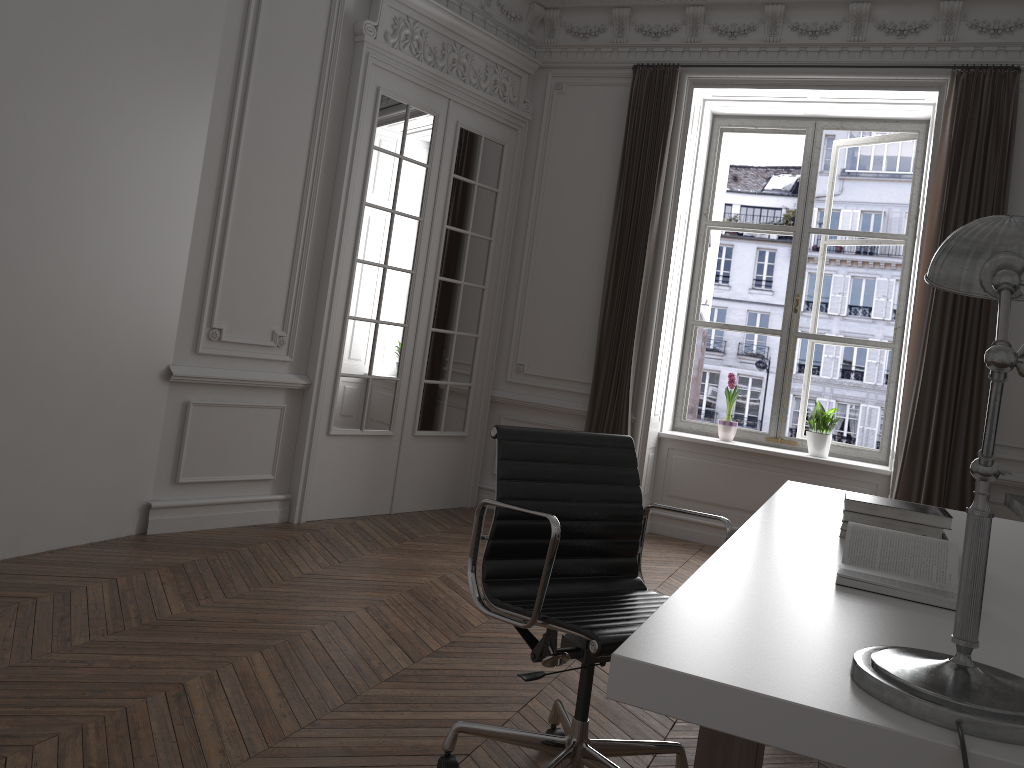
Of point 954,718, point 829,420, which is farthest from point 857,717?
point 829,420

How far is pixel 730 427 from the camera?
6.1m

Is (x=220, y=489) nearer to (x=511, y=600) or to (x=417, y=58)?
(x=417, y=58)

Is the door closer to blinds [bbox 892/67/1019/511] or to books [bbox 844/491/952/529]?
blinds [bbox 892/67/1019/511]

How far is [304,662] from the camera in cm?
301

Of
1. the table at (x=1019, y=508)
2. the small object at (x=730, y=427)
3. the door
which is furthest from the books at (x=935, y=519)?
the small object at (x=730, y=427)

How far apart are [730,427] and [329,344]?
2.8m

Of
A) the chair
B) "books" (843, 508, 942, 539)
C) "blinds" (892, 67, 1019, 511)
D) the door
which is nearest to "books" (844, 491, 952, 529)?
"books" (843, 508, 942, 539)

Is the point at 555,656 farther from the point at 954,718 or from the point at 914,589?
the point at 954,718

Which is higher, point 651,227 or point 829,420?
point 651,227
